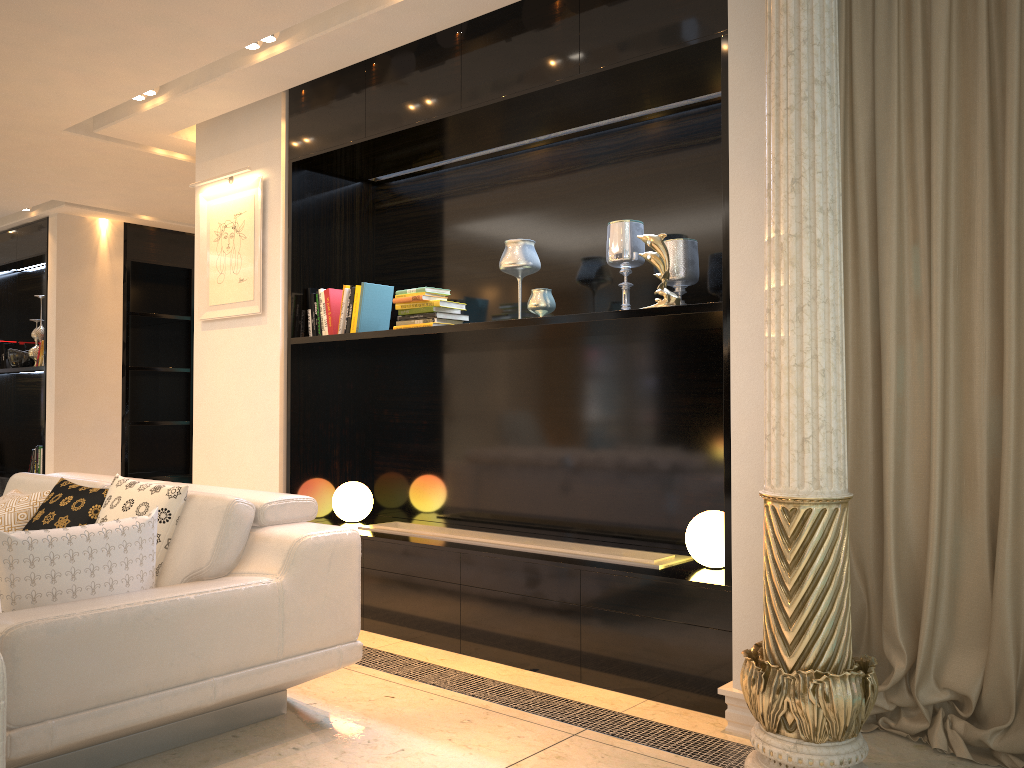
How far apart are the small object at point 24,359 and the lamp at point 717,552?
6.6 meters

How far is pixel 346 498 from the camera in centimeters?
456cm

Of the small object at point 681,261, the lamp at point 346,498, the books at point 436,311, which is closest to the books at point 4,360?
the lamp at point 346,498

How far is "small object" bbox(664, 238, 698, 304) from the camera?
3.5 meters

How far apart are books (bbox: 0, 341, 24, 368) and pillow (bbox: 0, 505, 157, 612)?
6.18m

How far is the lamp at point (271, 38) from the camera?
3.9m

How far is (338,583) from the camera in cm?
288

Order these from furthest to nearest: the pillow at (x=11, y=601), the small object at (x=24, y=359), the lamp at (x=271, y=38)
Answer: the small object at (x=24, y=359), the lamp at (x=271, y=38), the pillow at (x=11, y=601)

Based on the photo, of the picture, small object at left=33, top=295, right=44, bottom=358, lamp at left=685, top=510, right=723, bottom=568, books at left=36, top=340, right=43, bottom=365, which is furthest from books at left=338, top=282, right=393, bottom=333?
small object at left=33, top=295, right=44, bottom=358

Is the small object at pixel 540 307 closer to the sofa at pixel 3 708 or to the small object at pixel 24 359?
the sofa at pixel 3 708
